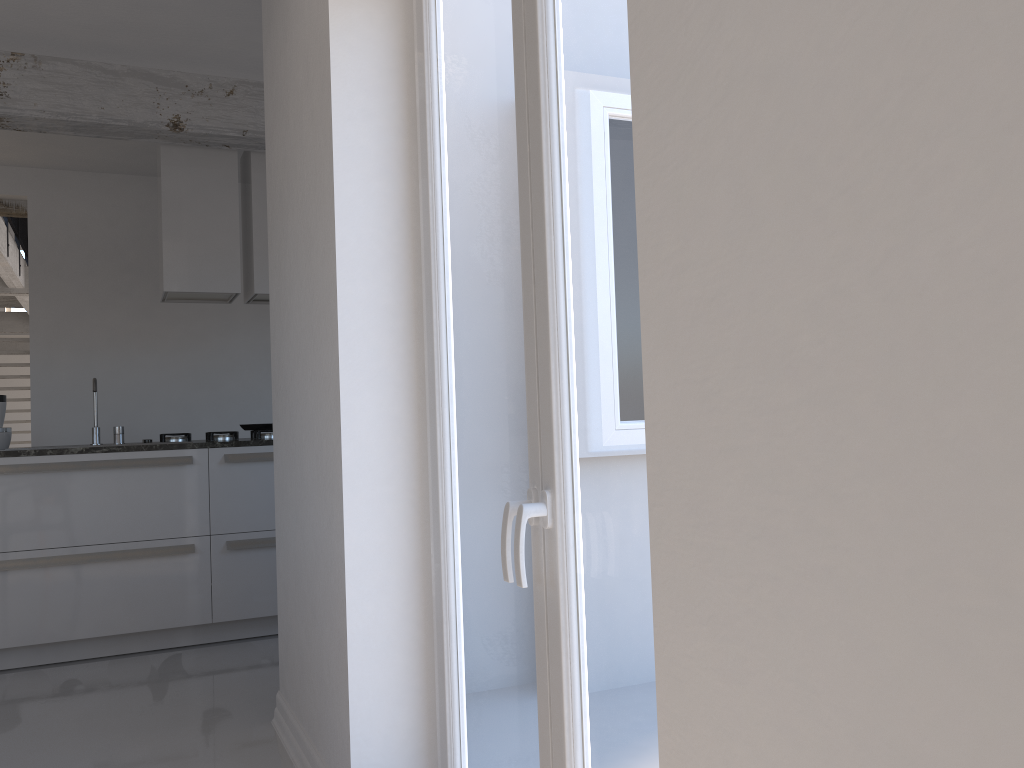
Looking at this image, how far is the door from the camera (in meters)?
1.46

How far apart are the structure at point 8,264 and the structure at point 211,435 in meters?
4.4

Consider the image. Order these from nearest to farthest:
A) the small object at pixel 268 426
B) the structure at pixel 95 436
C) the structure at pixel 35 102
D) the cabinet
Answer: the cabinet
the structure at pixel 35 102
the structure at pixel 95 436
the small object at pixel 268 426

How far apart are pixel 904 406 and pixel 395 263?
1.83m

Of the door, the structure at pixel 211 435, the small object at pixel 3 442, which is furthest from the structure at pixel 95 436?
the door

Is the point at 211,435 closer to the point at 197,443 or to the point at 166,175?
the point at 197,443

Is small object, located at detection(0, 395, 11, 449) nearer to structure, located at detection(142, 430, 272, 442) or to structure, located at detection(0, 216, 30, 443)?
structure, located at detection(142, 430, 272, 442)

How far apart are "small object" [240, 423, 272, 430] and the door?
3.2 meters

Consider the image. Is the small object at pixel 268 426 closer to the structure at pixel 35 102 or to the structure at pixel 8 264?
the structure at pixel 35 102

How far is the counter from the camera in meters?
4.3 m
